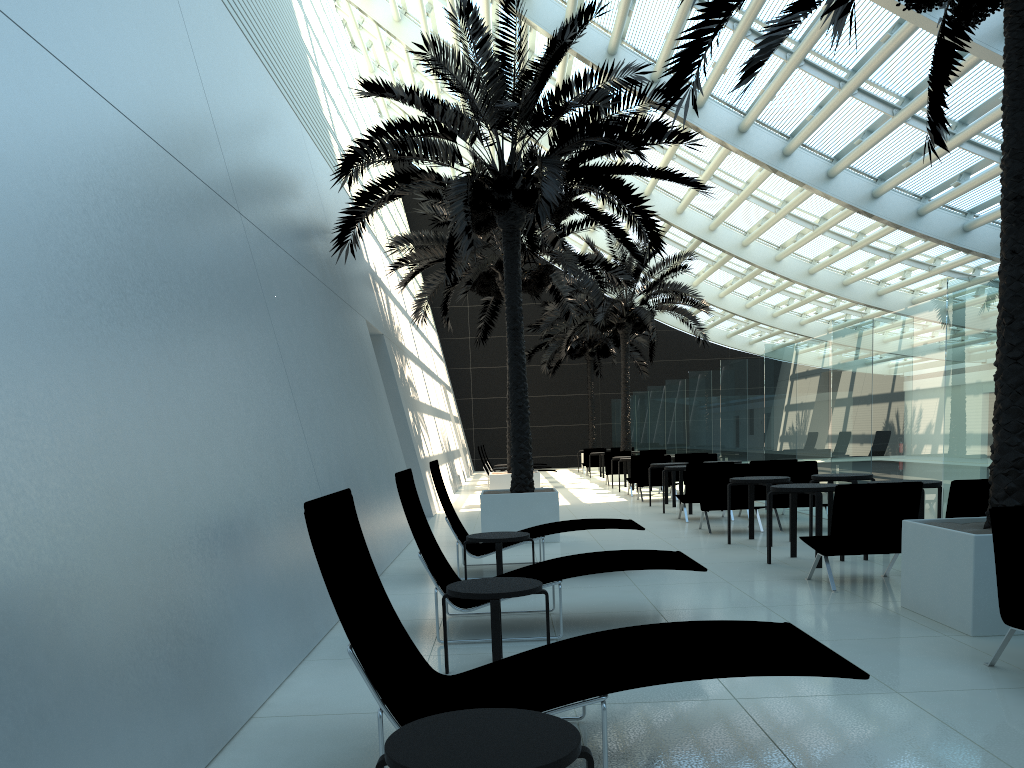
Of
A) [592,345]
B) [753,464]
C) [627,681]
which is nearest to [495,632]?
[627,681]

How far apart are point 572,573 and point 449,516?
2.81m

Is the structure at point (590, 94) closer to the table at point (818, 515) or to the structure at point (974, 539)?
the structure at point (974, 539)

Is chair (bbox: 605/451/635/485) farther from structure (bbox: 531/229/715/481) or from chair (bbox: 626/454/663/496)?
chair (bbox: 626/454/663/496)

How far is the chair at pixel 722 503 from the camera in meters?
11.8

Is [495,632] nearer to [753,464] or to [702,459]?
[753,464]

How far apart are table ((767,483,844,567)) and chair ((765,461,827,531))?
2.9 meters

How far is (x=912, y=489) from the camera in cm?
701

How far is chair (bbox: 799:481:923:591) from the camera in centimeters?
701cm

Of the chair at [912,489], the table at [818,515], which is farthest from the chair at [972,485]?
the table at [818,515]
